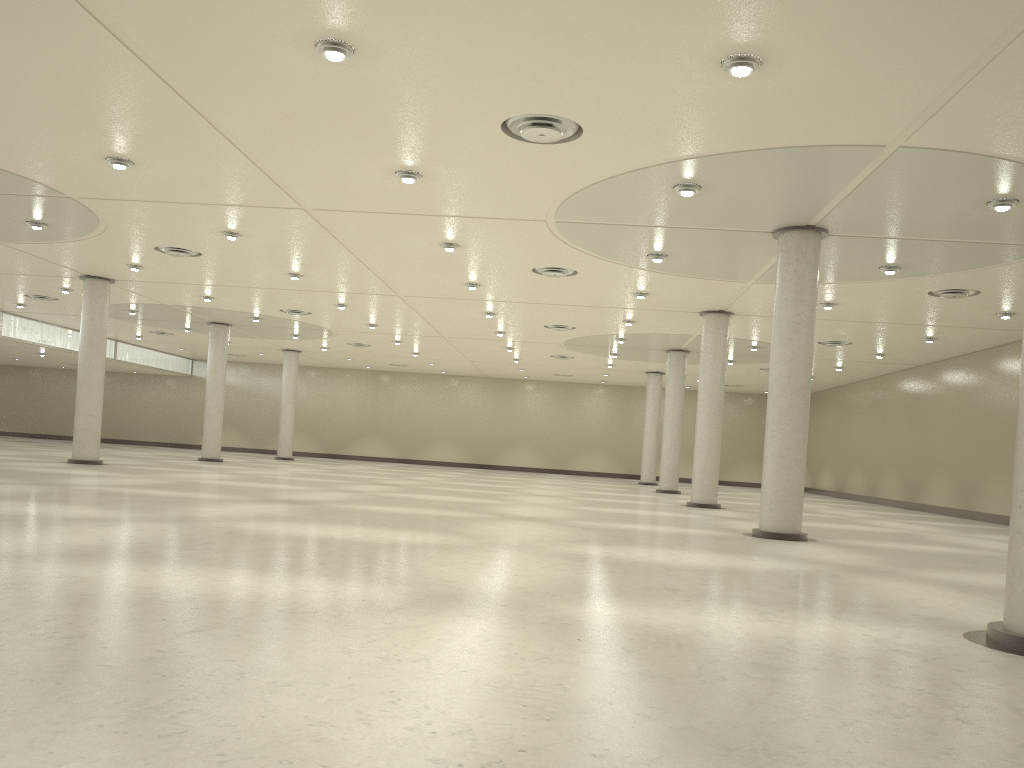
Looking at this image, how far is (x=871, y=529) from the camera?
46.0m
